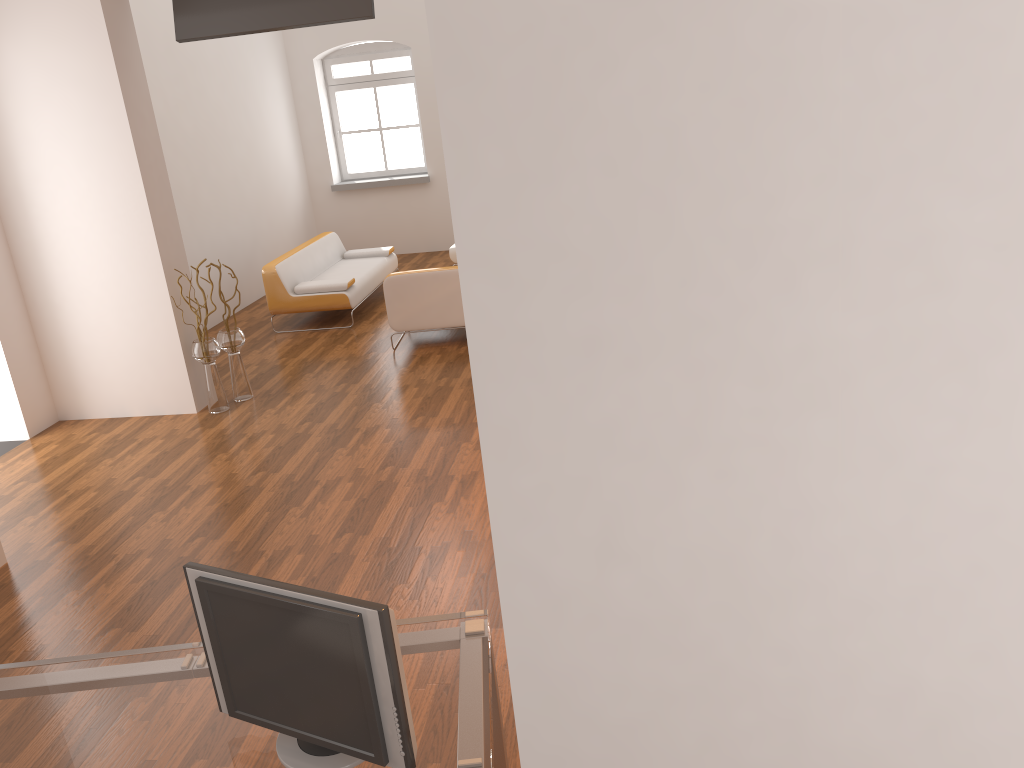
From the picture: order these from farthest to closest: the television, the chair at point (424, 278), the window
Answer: the window → the chair at point (424, 278) → the television

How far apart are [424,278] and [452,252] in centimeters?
284cm

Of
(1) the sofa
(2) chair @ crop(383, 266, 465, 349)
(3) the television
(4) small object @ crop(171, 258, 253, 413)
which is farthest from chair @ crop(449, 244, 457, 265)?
(3) the television

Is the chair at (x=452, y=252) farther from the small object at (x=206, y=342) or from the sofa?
the small object at (x=206, y=342)

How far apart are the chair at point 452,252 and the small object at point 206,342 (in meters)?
3.85

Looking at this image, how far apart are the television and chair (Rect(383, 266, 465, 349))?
2.1m

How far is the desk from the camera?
1.9m

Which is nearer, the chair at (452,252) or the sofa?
the sofa

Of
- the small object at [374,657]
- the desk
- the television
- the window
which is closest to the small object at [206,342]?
the television

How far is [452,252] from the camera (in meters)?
10.08
